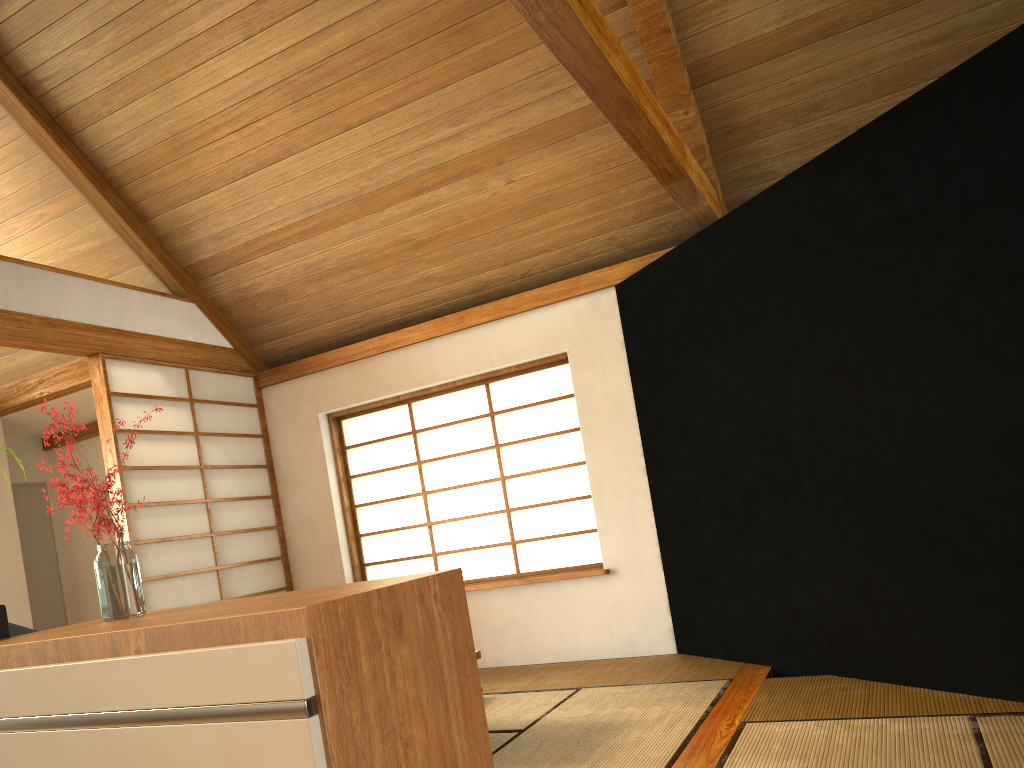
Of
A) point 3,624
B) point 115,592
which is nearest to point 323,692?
point 115,592

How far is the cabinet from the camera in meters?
1.2 m

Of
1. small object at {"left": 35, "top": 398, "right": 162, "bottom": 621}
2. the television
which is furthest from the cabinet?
the television

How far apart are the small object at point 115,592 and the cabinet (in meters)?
0.02

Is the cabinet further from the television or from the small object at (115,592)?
the television

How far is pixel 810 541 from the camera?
3.7 meters

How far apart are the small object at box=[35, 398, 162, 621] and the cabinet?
0.0 meters

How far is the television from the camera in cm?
186

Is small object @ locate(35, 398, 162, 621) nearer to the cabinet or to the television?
the cabinet

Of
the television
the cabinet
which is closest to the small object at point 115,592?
the cabinet
